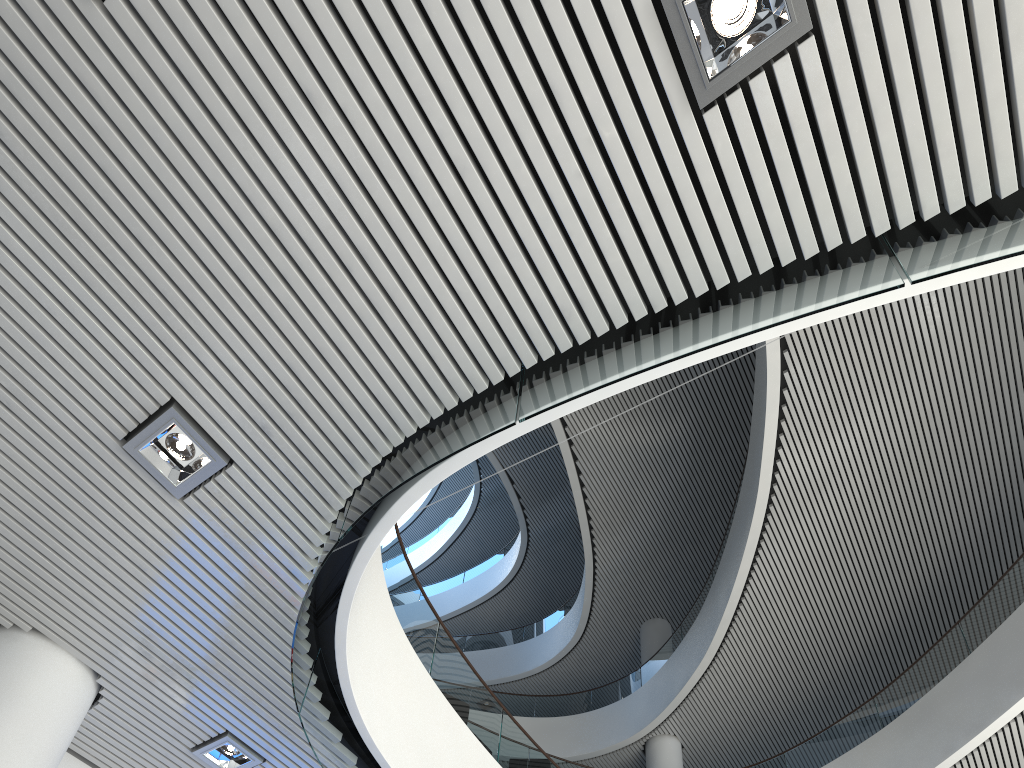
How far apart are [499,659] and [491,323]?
10.41m

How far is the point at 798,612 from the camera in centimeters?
793cm
